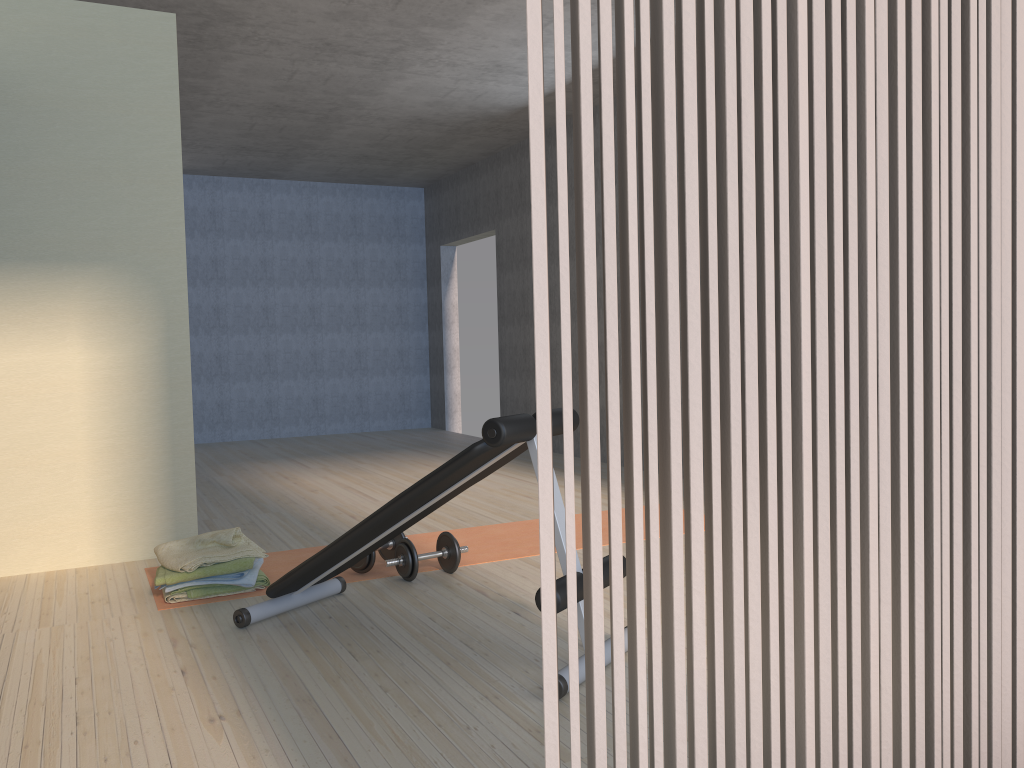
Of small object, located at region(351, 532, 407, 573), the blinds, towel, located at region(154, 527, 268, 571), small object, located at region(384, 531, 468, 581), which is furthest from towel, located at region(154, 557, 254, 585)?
the blinds

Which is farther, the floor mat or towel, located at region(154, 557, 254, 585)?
the floor mat

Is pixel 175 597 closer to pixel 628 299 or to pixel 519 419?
pixel 519 419

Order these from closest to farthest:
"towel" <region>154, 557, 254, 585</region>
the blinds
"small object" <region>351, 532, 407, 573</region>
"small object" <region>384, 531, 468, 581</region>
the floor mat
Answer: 1. the blinds
2. "towel" <region>154, 557, 254, 585</region>
3. "small object" <region>384, 531, 468, 581</region>
4. "small object" <region>351, 532, 407, 573</region>
5. the floor mat

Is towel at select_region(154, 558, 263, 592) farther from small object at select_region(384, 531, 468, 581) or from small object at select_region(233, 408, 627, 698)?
small object at select_region(384, 531, 468, 581)

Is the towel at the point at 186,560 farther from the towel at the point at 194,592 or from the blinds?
the blinds

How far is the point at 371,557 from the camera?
3.7 meters

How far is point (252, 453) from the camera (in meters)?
8.20

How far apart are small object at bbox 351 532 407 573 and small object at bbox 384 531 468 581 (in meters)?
0.11

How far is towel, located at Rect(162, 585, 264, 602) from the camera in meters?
3.4
